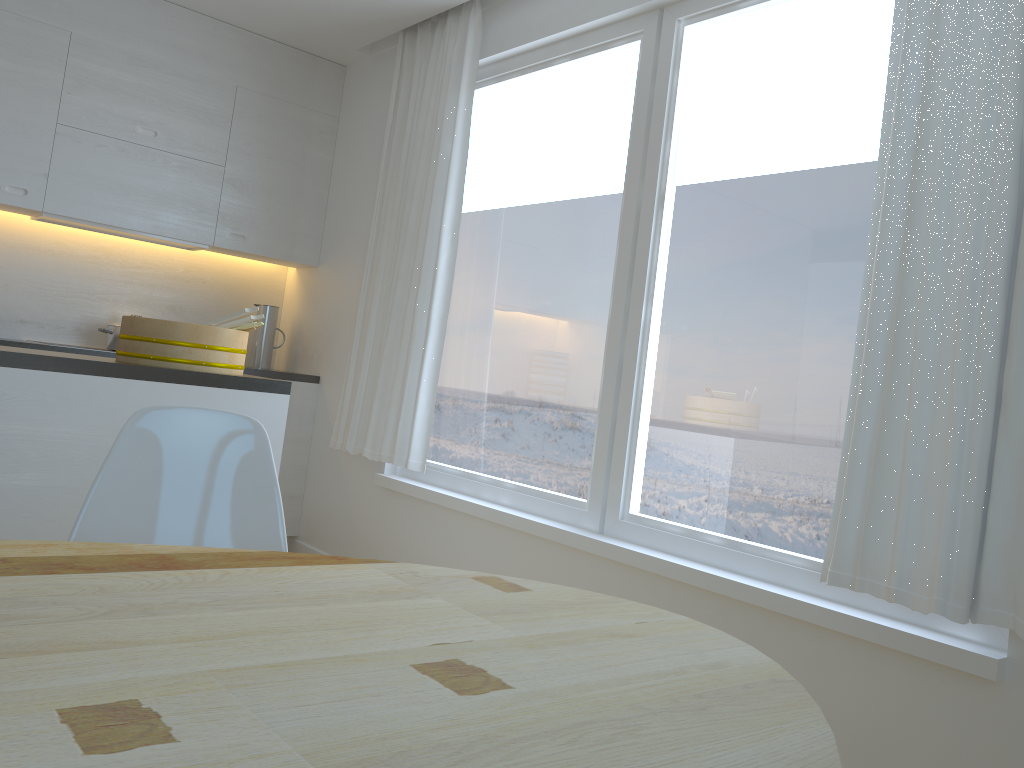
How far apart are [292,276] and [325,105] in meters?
1.0

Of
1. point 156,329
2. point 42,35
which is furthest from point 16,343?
point 156,329

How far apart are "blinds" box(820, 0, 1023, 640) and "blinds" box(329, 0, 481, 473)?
1.9m

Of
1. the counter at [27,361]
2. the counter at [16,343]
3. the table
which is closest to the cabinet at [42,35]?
the counter at [16,343]

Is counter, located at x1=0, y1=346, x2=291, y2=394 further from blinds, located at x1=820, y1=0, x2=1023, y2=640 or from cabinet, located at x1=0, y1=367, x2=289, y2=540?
blinds, located at x1=820, y1=0, x2=1023, y2=640

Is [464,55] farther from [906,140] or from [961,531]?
[961,531]

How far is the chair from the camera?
1.7m

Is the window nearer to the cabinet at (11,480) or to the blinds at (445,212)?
the blinds at (445,212)

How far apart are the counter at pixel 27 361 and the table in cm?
121

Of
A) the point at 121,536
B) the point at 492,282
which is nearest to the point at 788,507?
the point at 492,282
